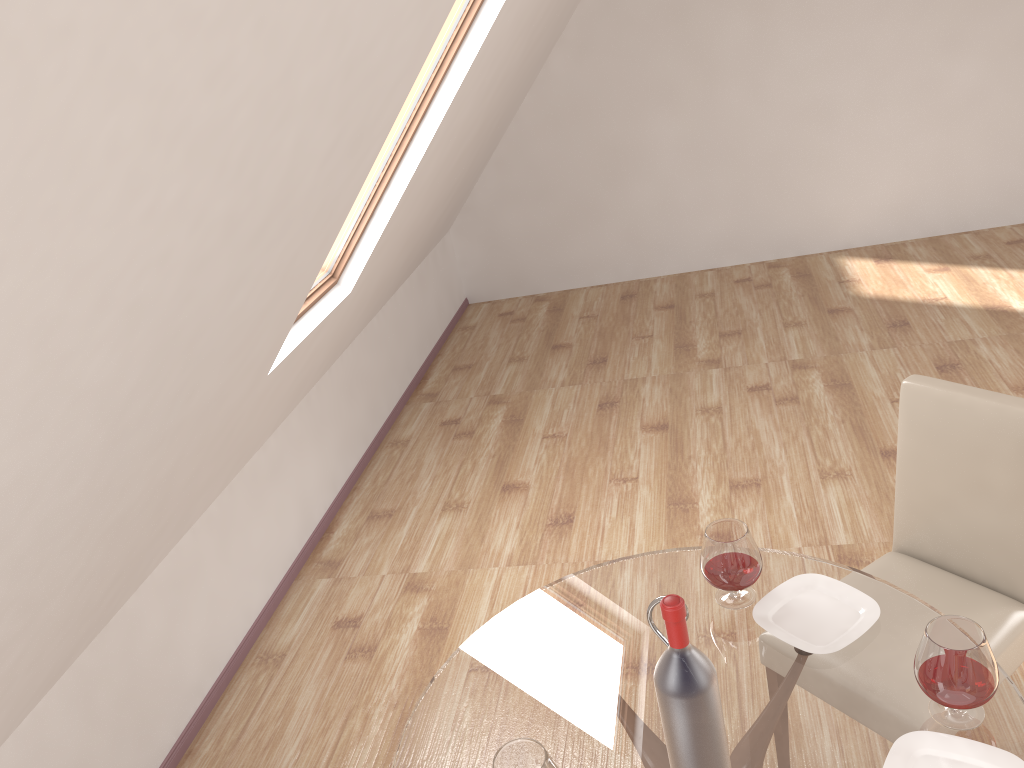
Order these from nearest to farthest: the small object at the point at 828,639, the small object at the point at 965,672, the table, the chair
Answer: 1. the small object at the point at 965,672
2. the table
3. the small object at the point at 828,639
4. the chair

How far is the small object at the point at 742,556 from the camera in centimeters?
191cm

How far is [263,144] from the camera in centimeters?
153cm

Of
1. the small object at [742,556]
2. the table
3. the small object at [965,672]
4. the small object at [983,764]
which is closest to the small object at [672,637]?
the table

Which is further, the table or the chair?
the chair

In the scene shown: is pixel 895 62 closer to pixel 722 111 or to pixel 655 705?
pixel 722 111

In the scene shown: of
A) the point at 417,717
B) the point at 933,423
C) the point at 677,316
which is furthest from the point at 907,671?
the point at 677,316

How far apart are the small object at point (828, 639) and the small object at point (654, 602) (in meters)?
0.37

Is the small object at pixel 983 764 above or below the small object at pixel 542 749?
below

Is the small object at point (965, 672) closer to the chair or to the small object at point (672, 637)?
the small object at point (672, 637)
